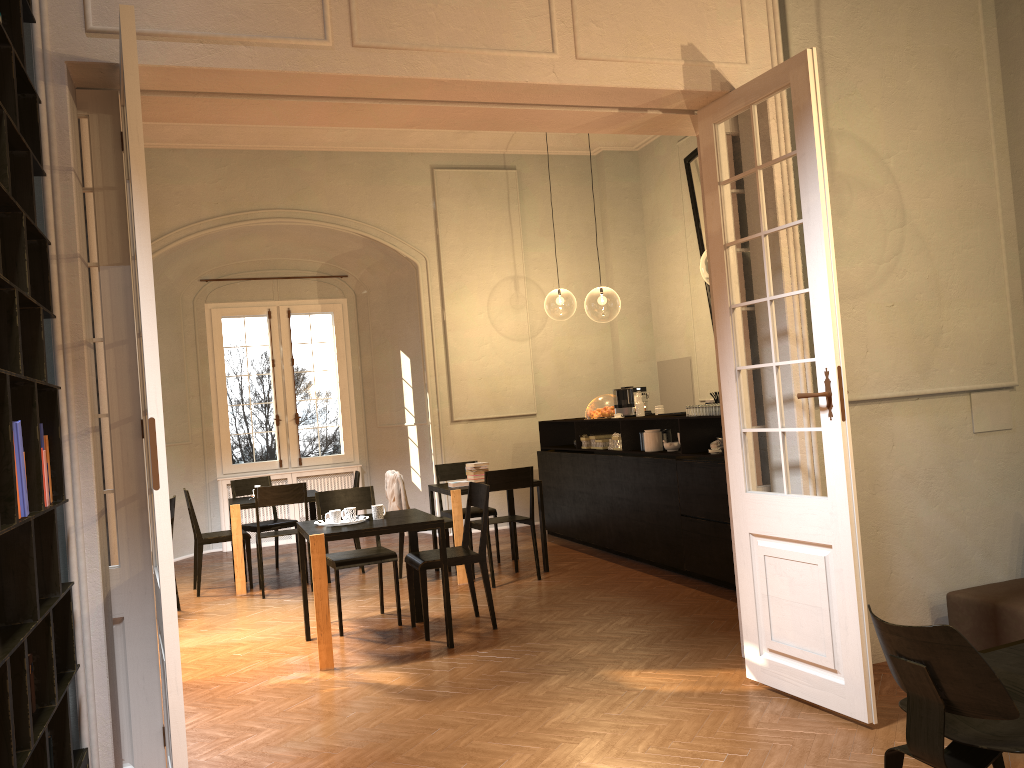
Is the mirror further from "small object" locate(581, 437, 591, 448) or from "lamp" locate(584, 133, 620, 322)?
"lamp" locate(584, 133, 620, 322)

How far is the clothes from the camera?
8.5 meters

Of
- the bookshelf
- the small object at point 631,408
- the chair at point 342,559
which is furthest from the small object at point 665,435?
the bookshelf

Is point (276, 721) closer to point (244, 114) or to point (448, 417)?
point (244, 114)

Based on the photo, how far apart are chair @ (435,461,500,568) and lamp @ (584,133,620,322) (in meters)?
14.17

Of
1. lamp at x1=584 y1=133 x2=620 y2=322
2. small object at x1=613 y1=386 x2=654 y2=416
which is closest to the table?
small object at x1=613 y1=386 x2=654 y2=416

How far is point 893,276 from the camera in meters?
5.2 m

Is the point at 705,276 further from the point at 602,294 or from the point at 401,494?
the point at 401,494

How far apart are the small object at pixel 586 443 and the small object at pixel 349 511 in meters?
4.0

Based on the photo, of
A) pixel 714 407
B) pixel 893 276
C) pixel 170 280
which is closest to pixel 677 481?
pixel 714 407
